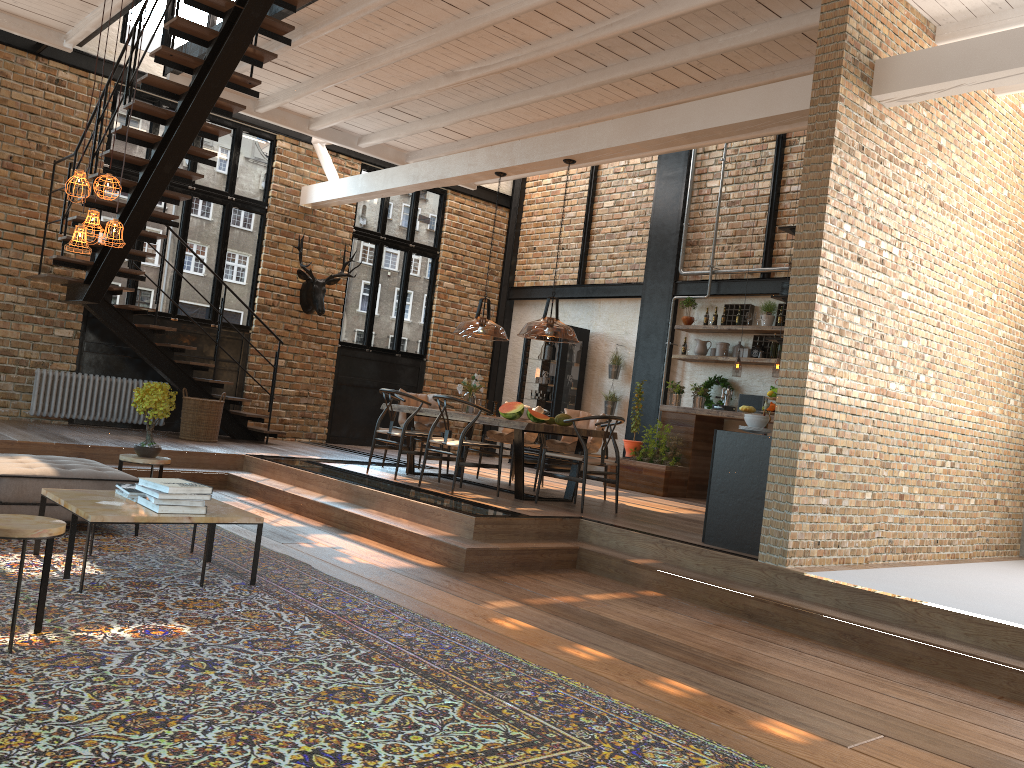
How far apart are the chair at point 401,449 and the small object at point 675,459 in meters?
3.2 m

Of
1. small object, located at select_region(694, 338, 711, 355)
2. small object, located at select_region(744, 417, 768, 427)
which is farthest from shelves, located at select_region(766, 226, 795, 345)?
small object, located at select_region(694, 338, 711, 355)

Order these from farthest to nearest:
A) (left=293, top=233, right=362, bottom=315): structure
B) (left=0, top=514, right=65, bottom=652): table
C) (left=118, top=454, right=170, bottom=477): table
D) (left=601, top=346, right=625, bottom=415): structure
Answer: Result: 1. (left=601, top=346, right=625, bottom=415): structure
2. (left=293, top=233, right=362, bottom=315): structure
3. (left=118, top=454, right=170, bottom=477): table
4. (left=0, top=514, right=65, bottom=652): table

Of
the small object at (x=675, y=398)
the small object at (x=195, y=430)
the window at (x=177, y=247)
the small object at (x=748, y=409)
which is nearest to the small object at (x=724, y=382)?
the small object at (x=675, y=398)

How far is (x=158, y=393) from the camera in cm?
635

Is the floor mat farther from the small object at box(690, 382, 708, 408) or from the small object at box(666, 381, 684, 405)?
the small object at box(690, 382, 708, 408)

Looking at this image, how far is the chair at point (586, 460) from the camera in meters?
7.6

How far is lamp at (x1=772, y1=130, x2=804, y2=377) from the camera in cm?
1018

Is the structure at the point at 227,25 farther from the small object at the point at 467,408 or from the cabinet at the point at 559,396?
the cabinet at the point at 559,396

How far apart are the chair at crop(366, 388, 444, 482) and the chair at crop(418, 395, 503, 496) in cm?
47
